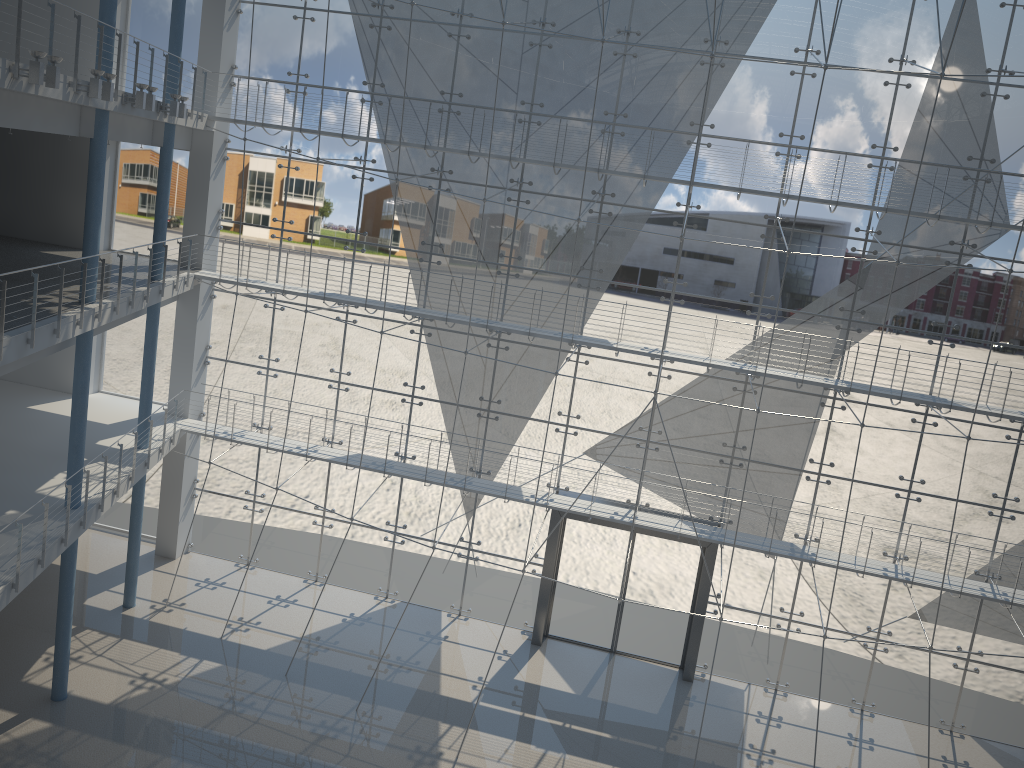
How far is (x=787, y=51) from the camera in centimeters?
257cm

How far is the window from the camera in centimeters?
257cm

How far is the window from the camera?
2.6m
